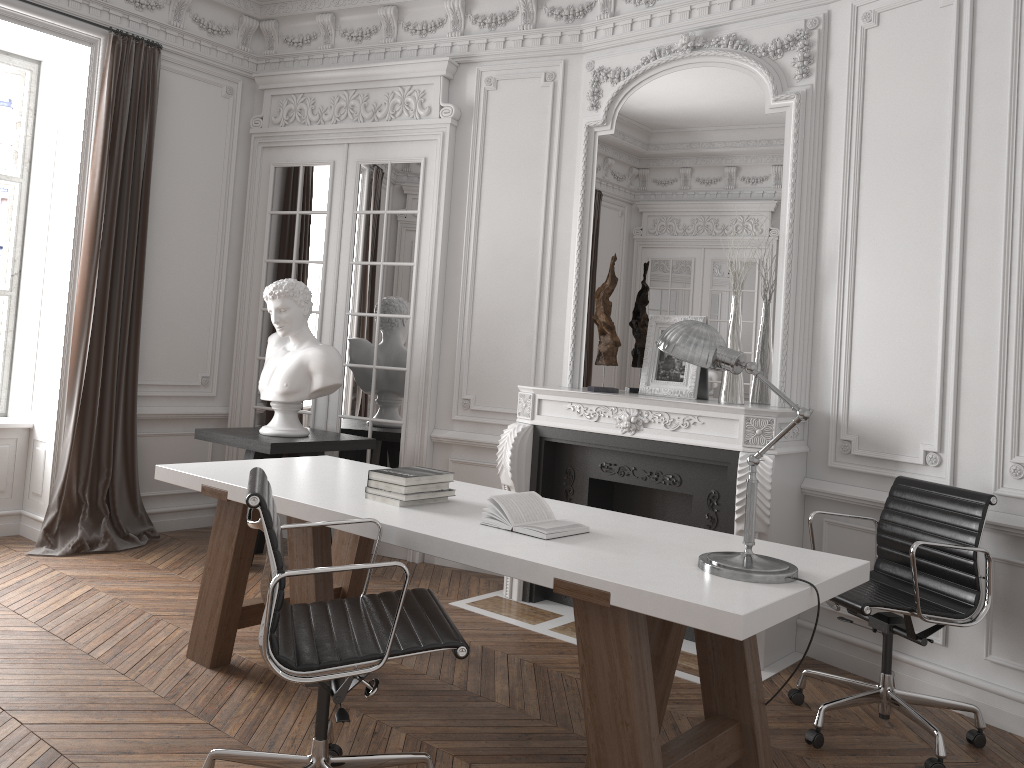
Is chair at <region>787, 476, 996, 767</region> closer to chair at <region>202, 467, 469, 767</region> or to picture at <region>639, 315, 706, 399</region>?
picture at <region>639, 315, 706, 399</region>

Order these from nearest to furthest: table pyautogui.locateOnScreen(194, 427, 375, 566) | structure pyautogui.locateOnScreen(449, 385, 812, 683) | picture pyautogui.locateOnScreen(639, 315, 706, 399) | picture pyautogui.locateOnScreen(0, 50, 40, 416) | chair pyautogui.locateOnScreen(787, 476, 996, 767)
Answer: chair pyautogui.locateOnScreen(787, 476, 996, 767), structure pyautogui.locateOnScreen(449, 385, 812, 683), picture pyautogui.locateOnScreen(639, 315, 706, 399), table pyautogui.locateOnScreen(194, 427, 375, 566), picture pyautogui.locateOnScreen(0, 50, 40, 416)

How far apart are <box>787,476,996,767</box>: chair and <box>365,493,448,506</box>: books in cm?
159

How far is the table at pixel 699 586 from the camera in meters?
2.3

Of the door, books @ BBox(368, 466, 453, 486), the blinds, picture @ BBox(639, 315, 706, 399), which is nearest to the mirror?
picture @ BBox(639, 315, 706, 399)

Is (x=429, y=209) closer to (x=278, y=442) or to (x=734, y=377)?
(x=278, y=442)

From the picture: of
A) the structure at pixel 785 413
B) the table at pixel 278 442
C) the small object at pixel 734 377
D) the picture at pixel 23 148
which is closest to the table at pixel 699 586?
the table at pixel 278 442

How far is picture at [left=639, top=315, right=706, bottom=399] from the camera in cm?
456

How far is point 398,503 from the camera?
3.1m

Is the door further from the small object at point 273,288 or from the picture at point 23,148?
the picture at point 23,148
